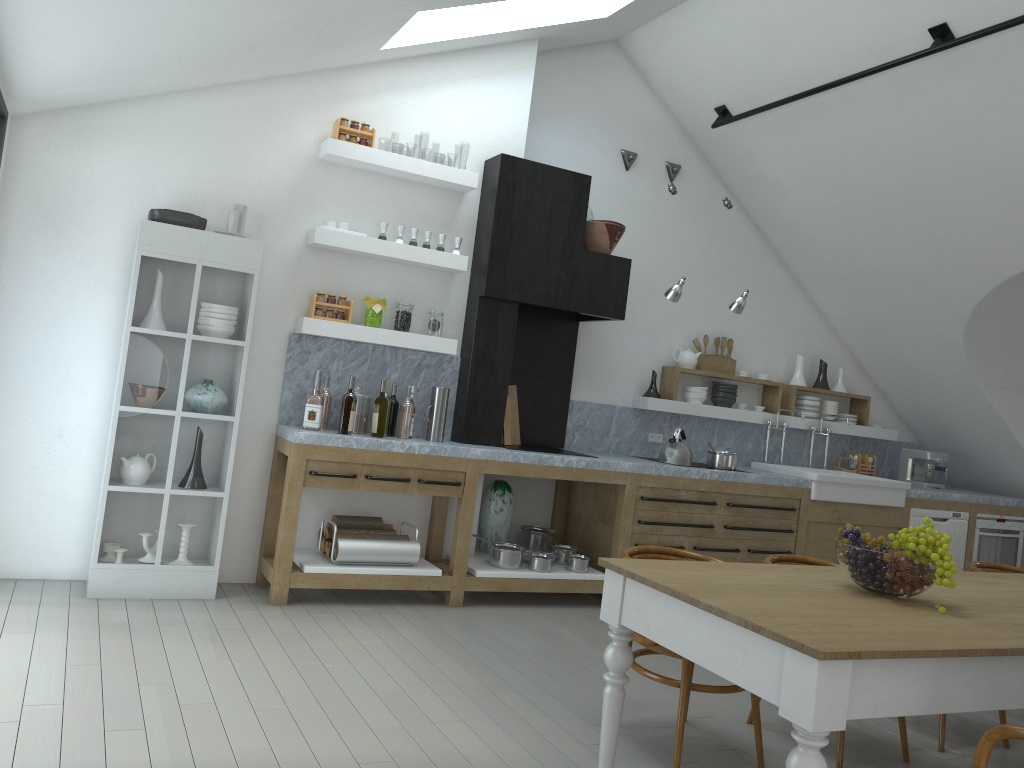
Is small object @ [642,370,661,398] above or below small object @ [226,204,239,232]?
below

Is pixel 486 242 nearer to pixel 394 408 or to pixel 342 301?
pixel 342 301

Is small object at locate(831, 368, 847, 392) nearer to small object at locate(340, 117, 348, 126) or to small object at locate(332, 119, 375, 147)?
small object at locate(332, 119, 375, 147)

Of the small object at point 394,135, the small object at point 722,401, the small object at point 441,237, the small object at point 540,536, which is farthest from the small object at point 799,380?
the small object at point 394,135

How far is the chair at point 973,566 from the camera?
4.66m

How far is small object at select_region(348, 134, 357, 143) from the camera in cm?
537

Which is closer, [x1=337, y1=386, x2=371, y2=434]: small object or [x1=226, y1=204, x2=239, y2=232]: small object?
[x1=226, y1=204, x2=239, y2=232]: small object

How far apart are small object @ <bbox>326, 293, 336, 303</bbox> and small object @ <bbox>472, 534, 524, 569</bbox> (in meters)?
1.86

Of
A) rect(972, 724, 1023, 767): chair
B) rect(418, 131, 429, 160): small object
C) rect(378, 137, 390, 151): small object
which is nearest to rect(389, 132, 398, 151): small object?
rect(378, 137, 390, 151): small object

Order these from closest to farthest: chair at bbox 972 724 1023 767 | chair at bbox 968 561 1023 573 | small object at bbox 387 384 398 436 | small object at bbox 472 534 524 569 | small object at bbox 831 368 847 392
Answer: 1. chair at bbox 972 724 1023 767
2. chair at bbox 968 561 1023 573
3. small object at bbox 387 384 398 436
4. small object at bbox 472 534 524 569
5. small object at bbox 831 368 847 392
